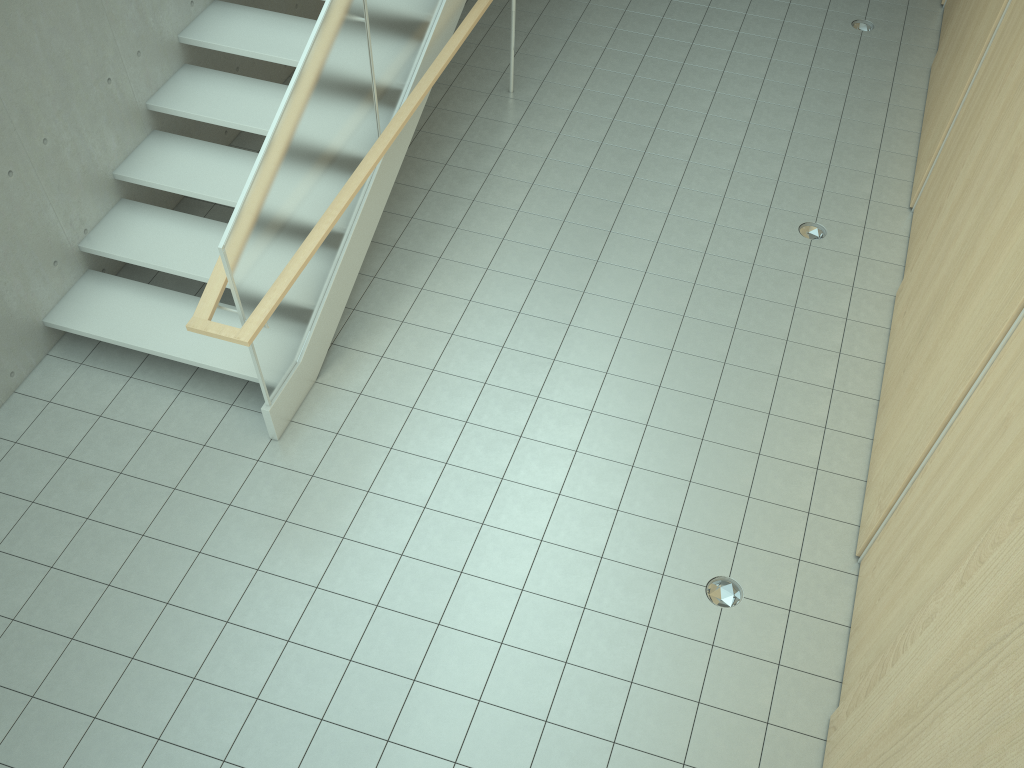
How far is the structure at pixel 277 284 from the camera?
4.33m

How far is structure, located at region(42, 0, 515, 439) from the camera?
4.3 meters

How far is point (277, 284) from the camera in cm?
433
